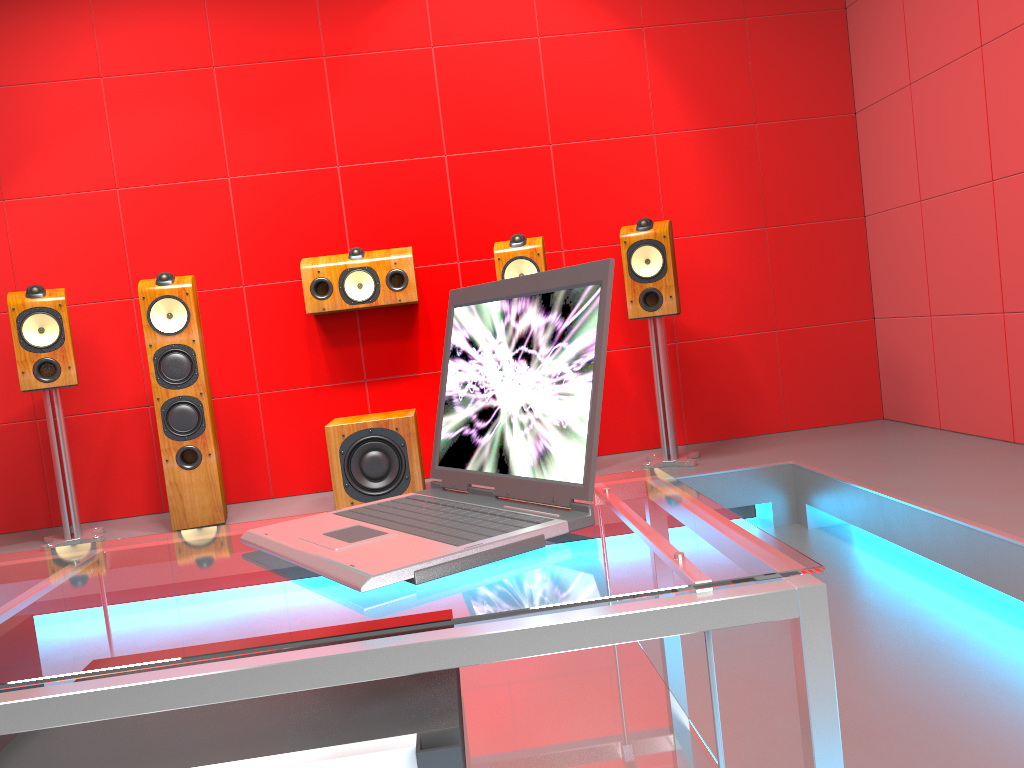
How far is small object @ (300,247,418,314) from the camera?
3.9m

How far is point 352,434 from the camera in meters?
3.6

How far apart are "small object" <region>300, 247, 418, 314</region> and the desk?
2.78m

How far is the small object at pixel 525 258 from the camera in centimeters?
367cm

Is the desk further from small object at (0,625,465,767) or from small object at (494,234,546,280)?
small object at (494,234,546,280)

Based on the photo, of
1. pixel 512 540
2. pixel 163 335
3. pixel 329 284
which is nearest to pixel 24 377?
pixel 163 335

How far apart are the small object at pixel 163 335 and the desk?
2.48m

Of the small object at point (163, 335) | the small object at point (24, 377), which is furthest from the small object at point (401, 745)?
the small object at point (24, 377)

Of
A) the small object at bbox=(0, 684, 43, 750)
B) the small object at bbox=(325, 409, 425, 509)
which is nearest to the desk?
the small object at bbox=(0, 684, 43, 750)

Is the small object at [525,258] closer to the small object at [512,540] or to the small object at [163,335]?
the small object at [163,335]
